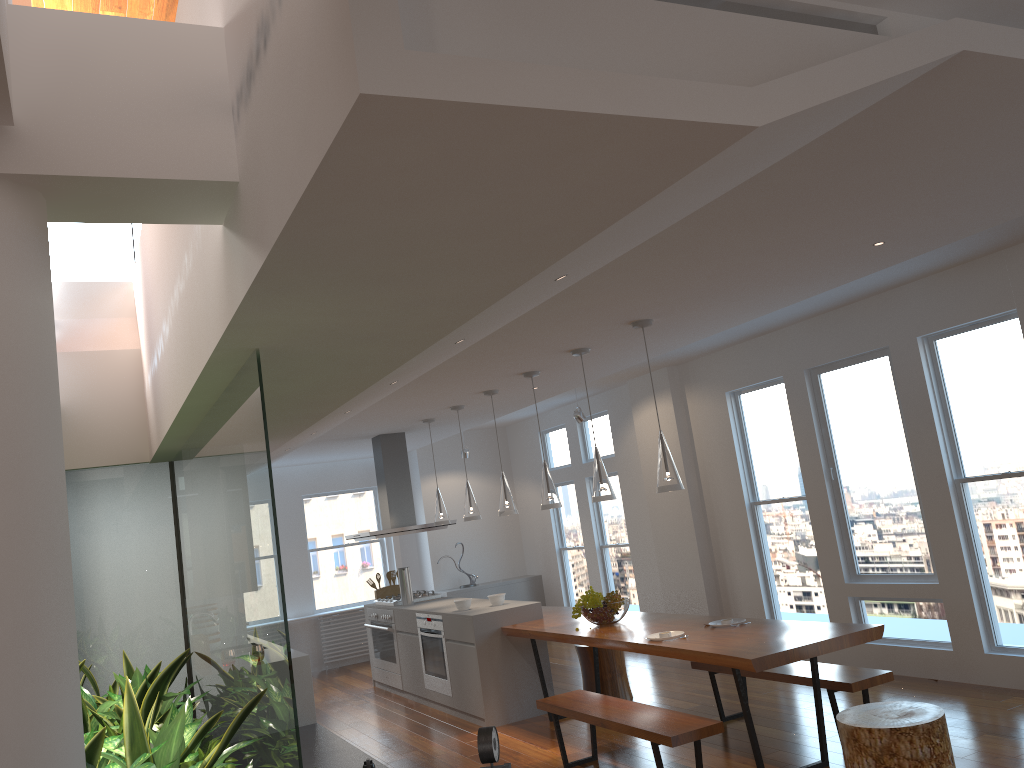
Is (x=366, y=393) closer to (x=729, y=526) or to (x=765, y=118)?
(x=765, y=118)

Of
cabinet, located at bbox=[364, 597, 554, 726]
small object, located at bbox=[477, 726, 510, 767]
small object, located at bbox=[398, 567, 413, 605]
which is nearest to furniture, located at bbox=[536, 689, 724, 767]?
cabinet, located at bbox=[364, 597, 554, 726]

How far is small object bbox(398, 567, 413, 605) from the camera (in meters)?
8.42

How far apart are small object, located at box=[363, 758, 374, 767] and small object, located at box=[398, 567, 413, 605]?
4.3m

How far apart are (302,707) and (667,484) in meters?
2.9

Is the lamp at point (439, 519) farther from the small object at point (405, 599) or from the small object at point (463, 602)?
the small object at point (463, 602)

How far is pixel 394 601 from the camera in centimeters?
859cm

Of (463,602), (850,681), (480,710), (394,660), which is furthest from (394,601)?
(850,681)

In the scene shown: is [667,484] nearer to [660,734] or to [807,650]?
[807,650]

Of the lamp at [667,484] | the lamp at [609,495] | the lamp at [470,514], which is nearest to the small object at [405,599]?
the lamp at [470,514]
